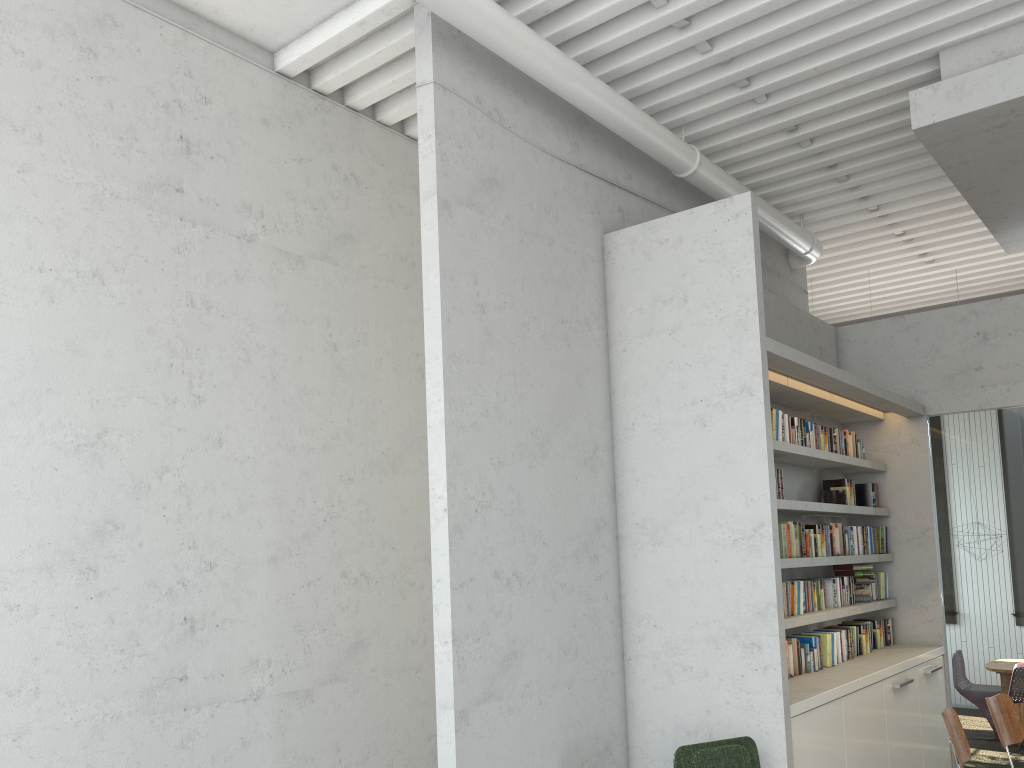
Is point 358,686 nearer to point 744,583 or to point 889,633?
point 744,583
